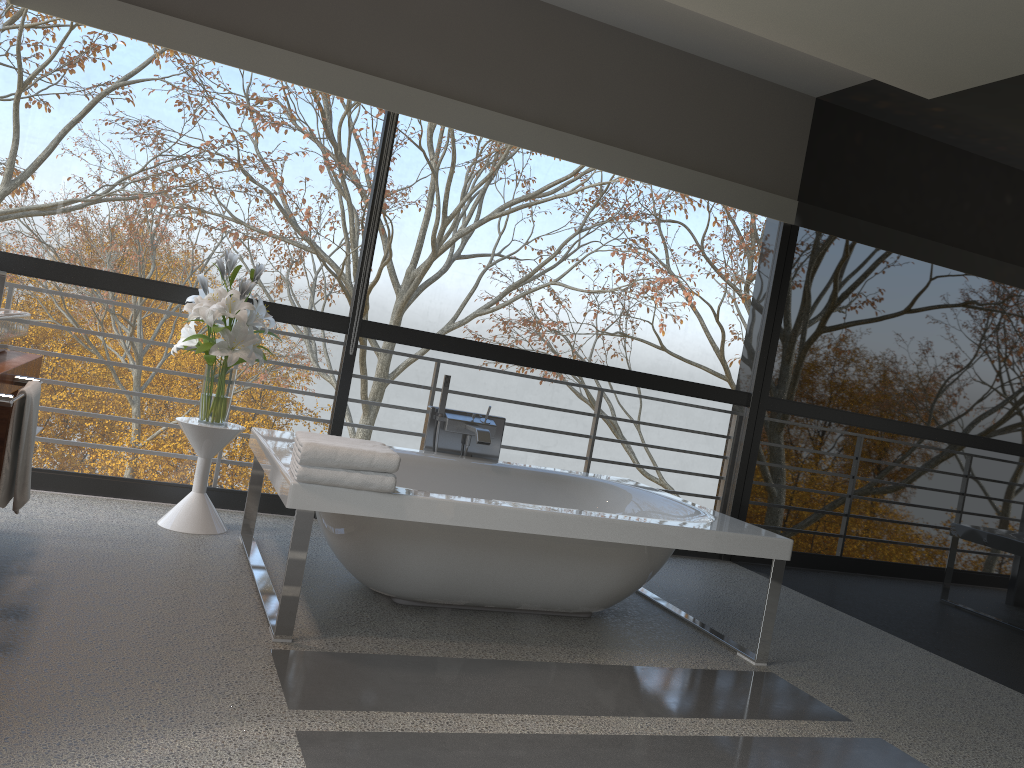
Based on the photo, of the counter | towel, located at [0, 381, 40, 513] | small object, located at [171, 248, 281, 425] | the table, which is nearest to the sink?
the counter

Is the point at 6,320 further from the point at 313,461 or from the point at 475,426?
the point at 475,426

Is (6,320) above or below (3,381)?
above

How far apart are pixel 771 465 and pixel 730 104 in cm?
222

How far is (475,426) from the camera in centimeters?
427cm

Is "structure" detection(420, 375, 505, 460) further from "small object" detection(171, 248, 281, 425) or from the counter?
the counter

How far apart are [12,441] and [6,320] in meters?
0.5 m

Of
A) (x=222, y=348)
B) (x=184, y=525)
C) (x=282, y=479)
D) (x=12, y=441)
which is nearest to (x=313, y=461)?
(x=282, y=479)

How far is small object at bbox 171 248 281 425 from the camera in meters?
3.9

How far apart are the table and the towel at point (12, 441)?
1.3 meters
